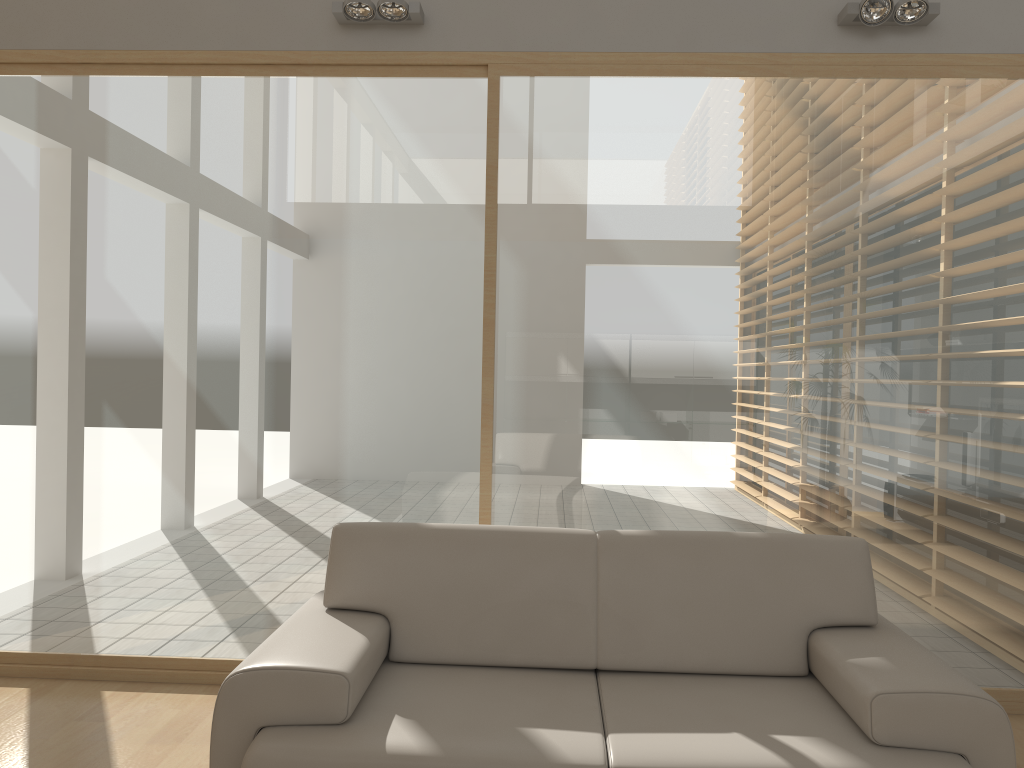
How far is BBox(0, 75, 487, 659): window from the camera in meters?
3.8 m

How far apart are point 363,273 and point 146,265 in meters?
0.9 m

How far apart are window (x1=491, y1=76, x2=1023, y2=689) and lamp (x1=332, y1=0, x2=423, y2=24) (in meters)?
0.46

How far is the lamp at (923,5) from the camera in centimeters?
350cm

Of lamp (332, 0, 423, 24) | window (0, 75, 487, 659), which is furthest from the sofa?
lamp (332, 0, 423, 24)

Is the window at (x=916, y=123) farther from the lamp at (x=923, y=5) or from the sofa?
the sofa

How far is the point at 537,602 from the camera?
2.8 meters

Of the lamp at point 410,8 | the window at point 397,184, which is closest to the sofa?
the window at point 397,184

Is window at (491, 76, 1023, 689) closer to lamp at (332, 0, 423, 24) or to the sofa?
lamp at (332, 0, 423, 24)

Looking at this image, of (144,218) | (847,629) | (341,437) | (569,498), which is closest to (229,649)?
(341,437)
